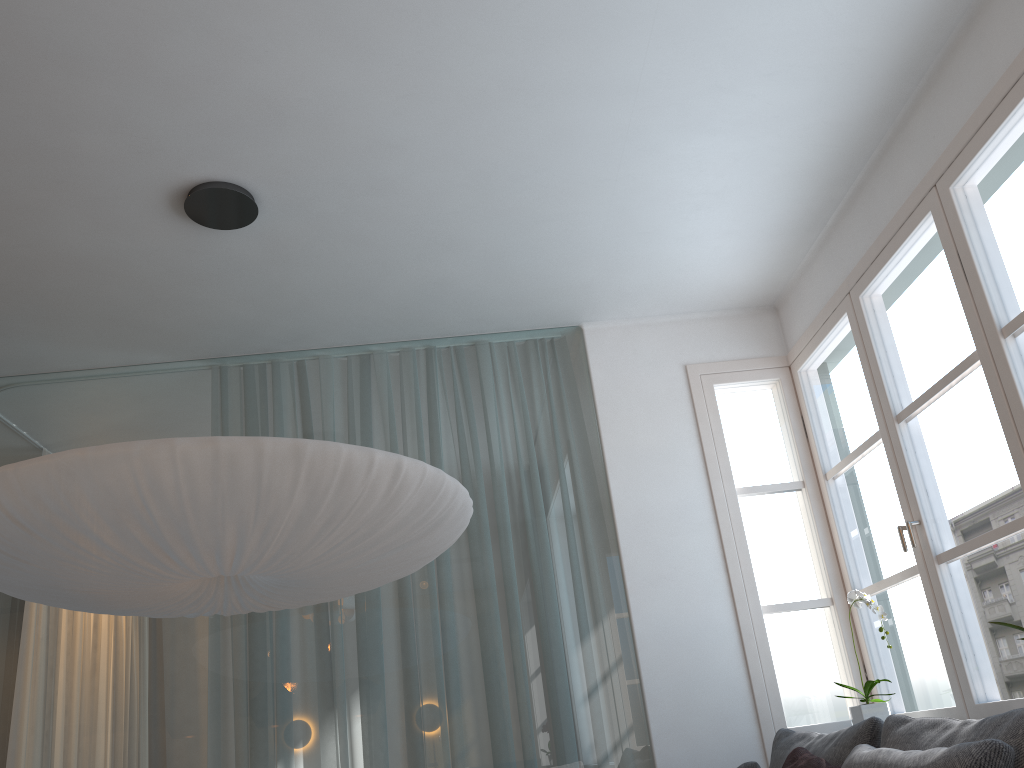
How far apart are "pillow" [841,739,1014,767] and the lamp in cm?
117

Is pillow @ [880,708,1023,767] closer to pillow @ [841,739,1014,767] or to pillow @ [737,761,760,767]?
pillow @ [841,739,1014,767]

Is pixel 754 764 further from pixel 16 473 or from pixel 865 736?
pixel 16 473

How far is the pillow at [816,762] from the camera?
2.5 meters

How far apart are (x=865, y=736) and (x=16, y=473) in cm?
224

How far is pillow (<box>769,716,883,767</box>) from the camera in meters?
2.4 m

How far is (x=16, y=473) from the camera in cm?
193

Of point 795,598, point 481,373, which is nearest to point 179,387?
point 481,373

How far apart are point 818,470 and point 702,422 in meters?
0.5

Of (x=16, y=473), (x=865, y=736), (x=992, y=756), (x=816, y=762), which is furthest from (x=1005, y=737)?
(x=16, y=473)
